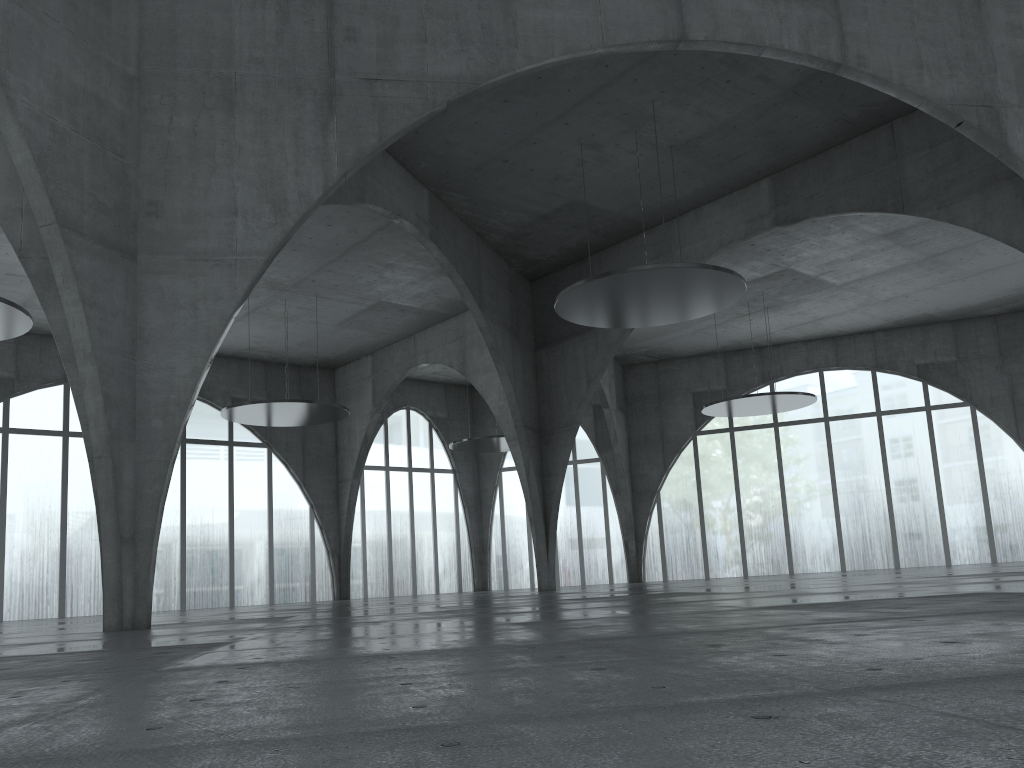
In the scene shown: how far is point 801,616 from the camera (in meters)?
14.16
